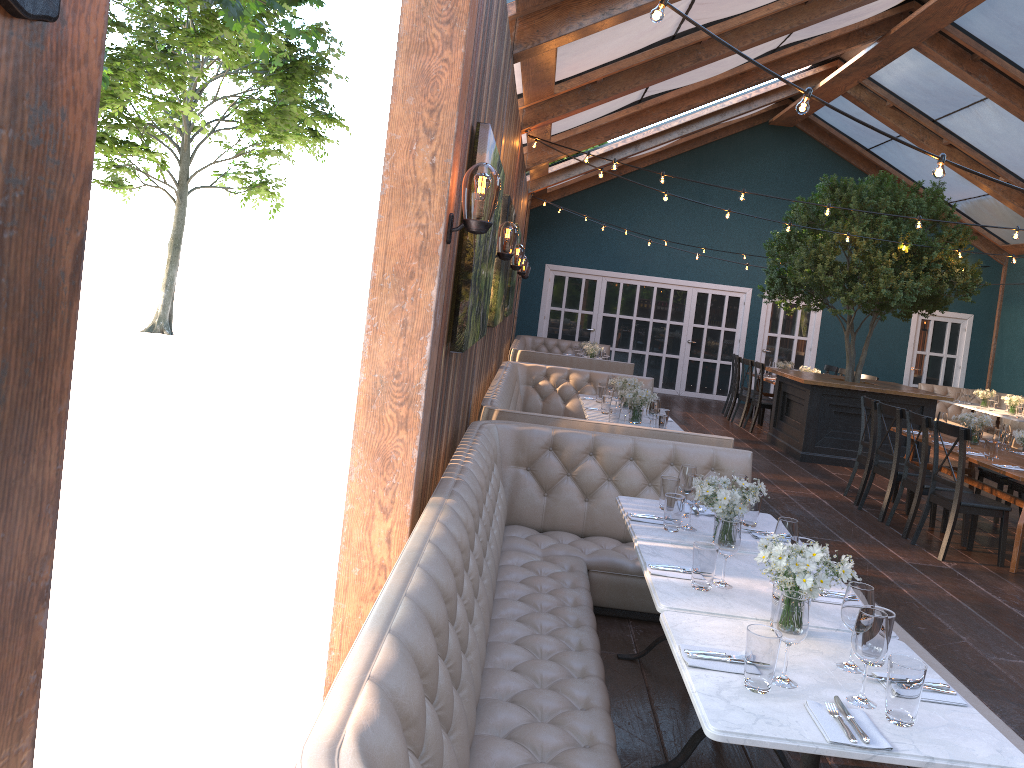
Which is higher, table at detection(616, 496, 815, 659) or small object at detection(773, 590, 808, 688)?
small object at detection(773, 590, 808, 688)

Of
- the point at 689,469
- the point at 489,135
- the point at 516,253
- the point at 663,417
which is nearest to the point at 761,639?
the point at 689,469

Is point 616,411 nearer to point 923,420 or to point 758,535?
point 923,420

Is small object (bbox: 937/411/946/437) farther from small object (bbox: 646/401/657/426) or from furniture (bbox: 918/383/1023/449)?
furniture (bbox: 918/383/1023/449)

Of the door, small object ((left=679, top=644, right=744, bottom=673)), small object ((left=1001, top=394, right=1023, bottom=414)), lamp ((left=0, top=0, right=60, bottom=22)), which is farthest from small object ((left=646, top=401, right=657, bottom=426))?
the door

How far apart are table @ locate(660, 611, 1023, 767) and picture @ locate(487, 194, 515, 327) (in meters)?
3.95

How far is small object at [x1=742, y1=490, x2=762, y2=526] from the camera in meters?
4.2 m

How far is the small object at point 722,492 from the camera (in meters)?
3.67

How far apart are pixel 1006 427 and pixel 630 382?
3.4 meters

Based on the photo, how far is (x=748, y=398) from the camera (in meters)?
13.39
